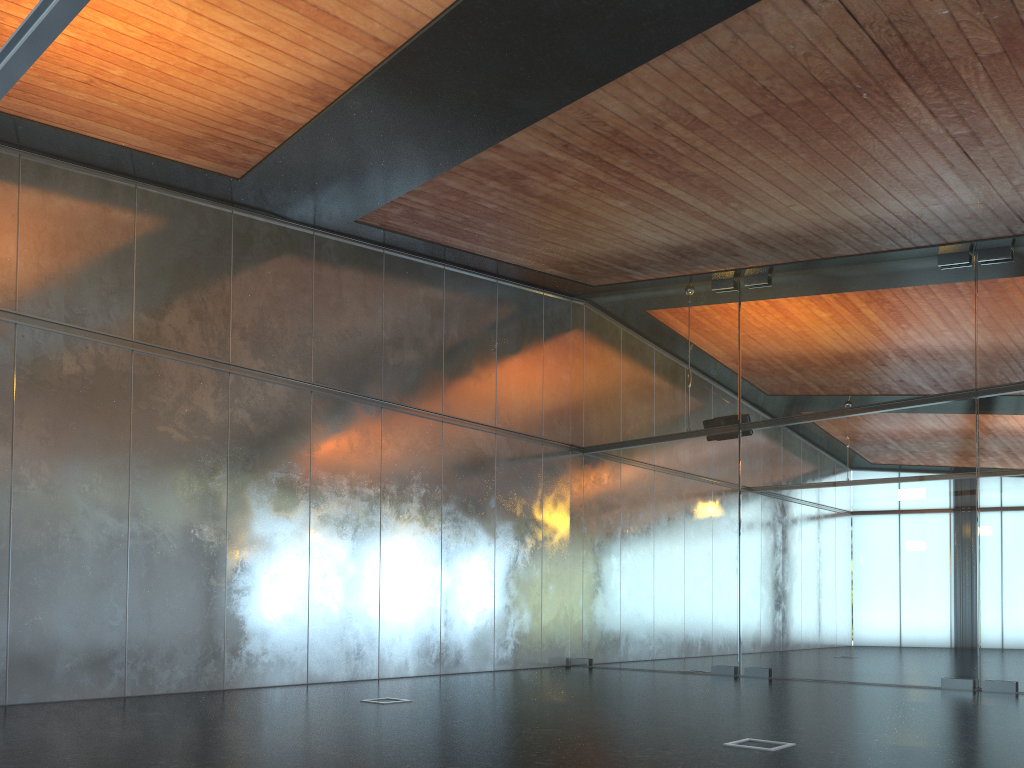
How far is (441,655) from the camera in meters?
12.8
